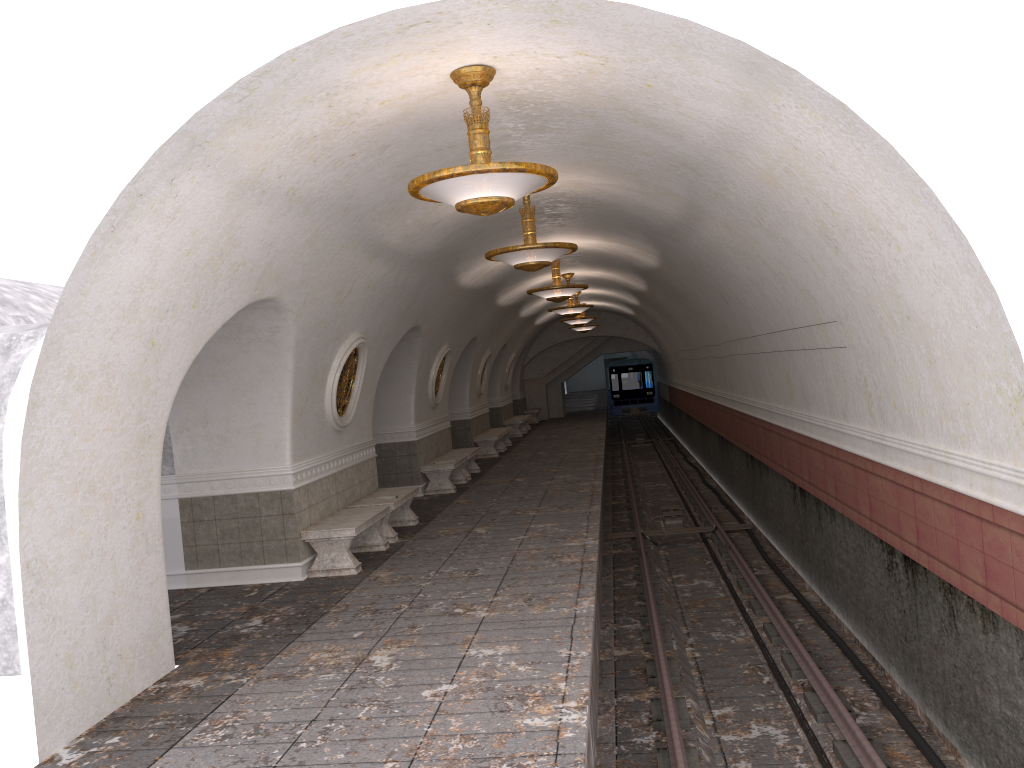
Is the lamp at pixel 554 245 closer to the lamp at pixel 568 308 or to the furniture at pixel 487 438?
the lamp at pixel 568 308

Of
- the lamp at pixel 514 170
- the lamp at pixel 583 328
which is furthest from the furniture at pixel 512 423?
the lamp at pixel 514 170

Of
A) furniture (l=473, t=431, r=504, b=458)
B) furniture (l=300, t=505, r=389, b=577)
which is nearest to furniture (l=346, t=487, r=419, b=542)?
furniture (l=300, t=505, r=389, b=577)

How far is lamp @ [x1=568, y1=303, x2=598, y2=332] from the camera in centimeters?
2848cm

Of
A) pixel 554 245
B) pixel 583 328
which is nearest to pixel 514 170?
pixel 554 245

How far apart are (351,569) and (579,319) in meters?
15.0 m

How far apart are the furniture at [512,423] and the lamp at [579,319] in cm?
467

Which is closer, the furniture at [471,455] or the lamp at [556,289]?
the lamp at [556,289]

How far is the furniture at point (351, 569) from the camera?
9.4 meters

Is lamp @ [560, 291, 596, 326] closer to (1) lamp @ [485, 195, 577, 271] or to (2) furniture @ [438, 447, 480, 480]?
(2) furniture @ [438, 447, 480, 480]
